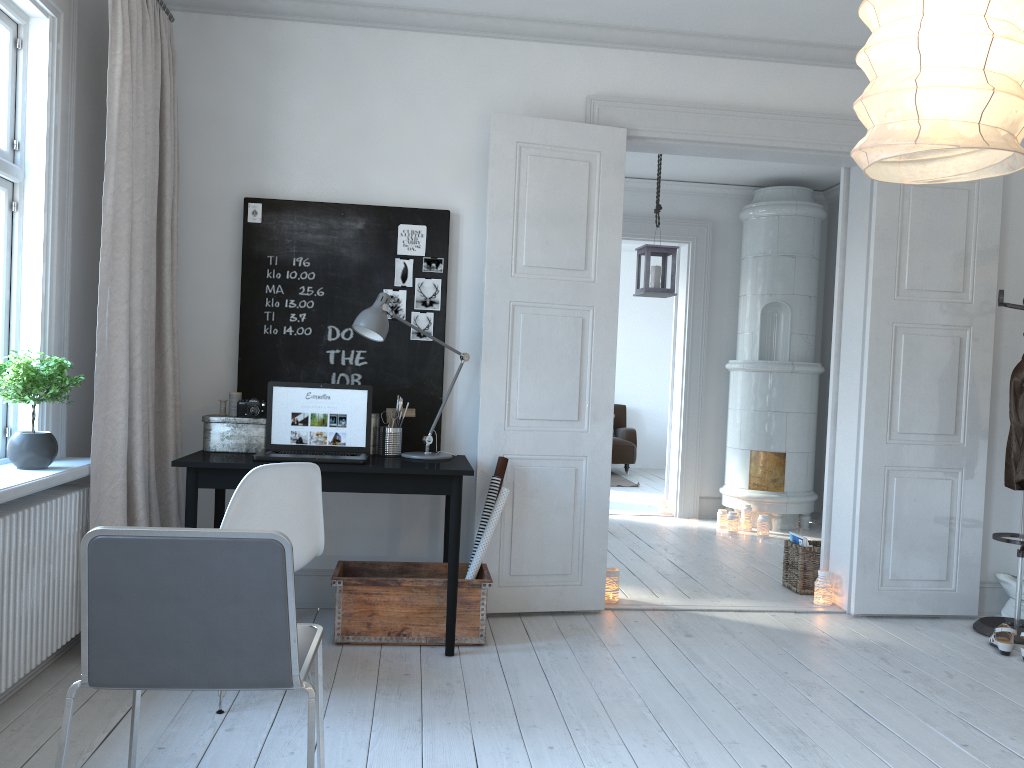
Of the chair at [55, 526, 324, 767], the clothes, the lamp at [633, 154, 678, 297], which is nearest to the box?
the chair at [55, 526, 324, 767]

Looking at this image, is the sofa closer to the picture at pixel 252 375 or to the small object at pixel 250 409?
the picture at pixel 252 375

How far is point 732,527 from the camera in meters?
6.8 m

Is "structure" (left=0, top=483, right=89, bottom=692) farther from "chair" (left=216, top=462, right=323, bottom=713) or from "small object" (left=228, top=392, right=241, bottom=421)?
"small object" (left=228, top=392, right=241, bottom=421)

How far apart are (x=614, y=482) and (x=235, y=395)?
6.47m

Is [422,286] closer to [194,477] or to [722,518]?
[194,477]

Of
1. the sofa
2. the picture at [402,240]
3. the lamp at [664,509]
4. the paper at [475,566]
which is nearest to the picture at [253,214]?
the picture at [402,240]

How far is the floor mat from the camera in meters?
9.8 m

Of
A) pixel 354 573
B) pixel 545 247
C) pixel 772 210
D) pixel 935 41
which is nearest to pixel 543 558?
pixel 354 573

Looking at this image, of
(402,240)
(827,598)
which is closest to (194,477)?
(402,240)
